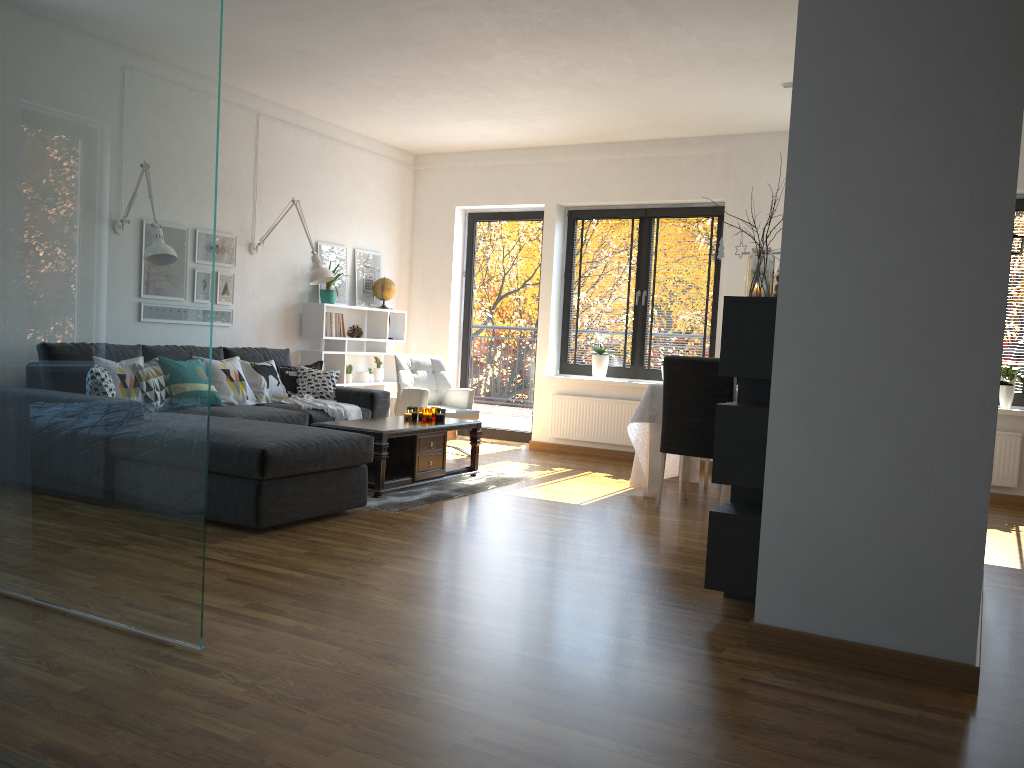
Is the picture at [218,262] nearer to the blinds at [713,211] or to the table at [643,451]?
the table at [643,451]

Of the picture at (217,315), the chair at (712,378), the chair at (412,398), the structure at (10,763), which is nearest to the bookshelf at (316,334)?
the chair at (412,398)

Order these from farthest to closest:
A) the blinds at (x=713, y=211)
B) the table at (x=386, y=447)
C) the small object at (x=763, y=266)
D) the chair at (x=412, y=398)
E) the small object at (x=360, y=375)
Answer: the small object at (x=360, y=375), the blinds at (x=713, y=211), the chair at (x=412, y=398), the table at (x=386, y=447), the small object at (x=763, y=266)

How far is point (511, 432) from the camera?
8.6 meters

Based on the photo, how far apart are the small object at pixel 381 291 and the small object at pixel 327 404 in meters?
1.8

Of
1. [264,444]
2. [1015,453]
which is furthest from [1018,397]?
[264,444]

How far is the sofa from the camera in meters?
4.2 m

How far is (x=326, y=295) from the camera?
7.5m

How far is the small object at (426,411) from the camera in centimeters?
608cm

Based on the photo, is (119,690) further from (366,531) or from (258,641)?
(366,531)
